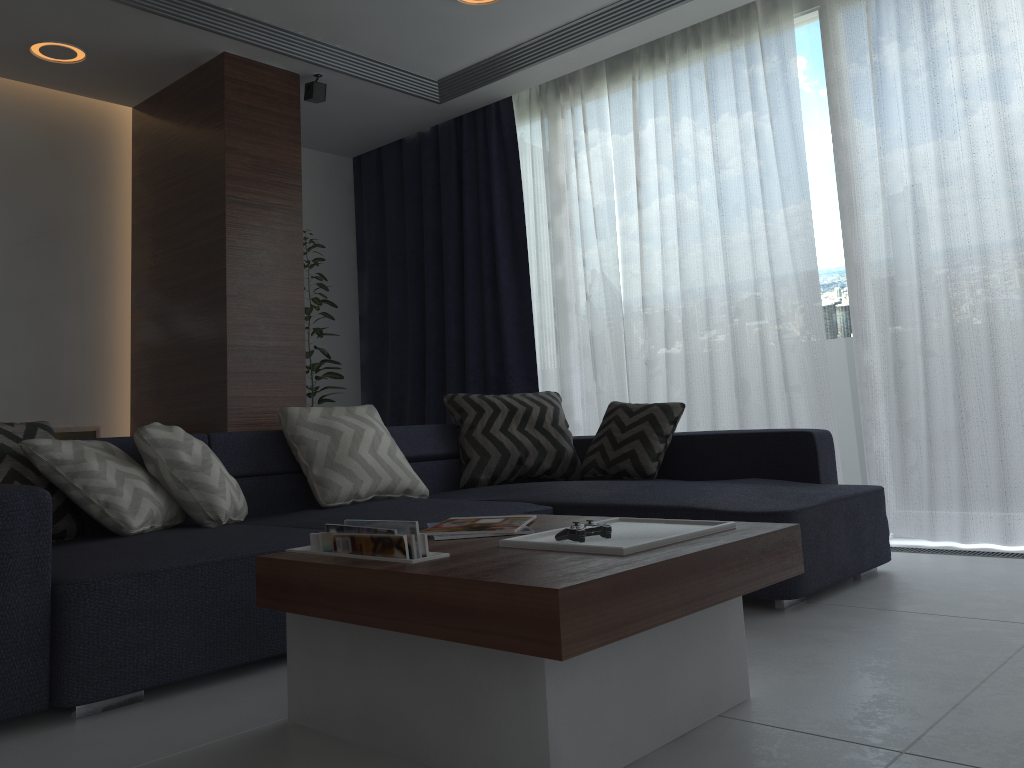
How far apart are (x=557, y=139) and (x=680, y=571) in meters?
4.0 m

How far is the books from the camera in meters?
1.7

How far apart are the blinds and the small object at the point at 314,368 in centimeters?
62cm

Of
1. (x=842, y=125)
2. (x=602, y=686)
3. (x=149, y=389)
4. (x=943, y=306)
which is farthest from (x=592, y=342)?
(x=602, y=686)

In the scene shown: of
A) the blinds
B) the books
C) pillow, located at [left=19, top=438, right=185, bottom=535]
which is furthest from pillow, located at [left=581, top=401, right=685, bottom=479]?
pillow, located at [left=19, top=438, right=185, bottom=535]

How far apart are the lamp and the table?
3.6 meters

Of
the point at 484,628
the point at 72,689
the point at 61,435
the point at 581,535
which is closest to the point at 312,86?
the point at 61,435

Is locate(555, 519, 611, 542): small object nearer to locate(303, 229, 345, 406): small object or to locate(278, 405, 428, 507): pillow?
locate(278, 405, 428, 507): pillow

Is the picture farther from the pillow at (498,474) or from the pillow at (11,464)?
the pillow at (11,464)

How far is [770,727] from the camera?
1.7m
